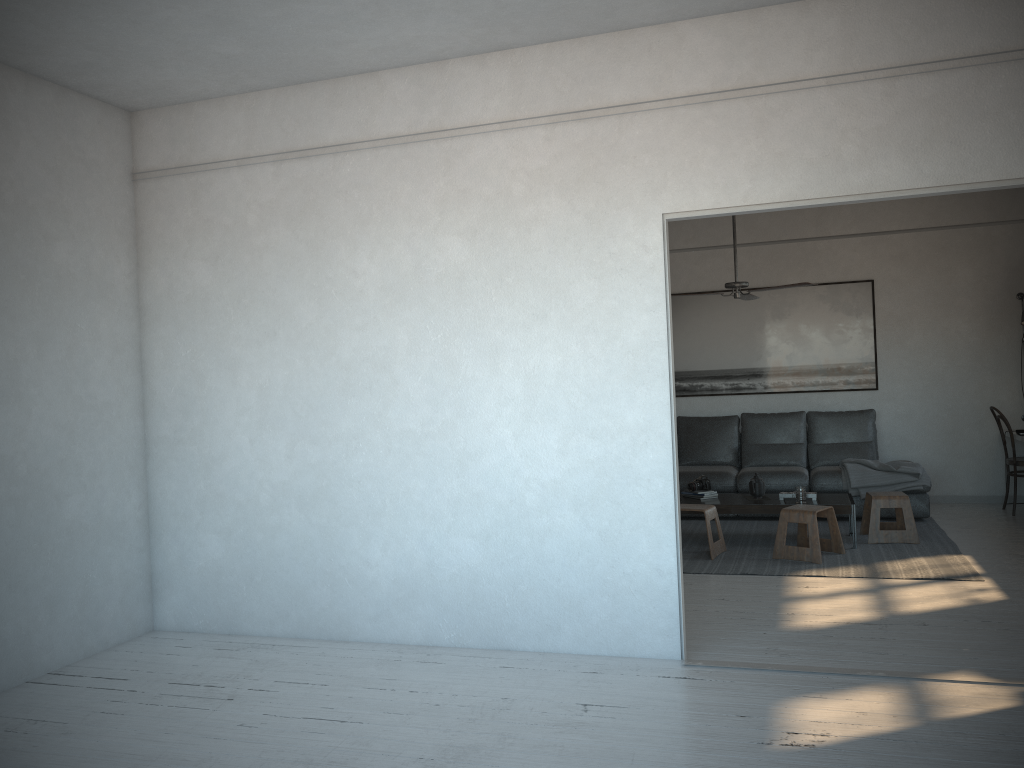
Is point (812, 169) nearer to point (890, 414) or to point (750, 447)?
point (750, 447)

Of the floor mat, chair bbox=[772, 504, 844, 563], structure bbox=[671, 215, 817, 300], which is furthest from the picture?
chair bbox=[772, 504, 844, 563]

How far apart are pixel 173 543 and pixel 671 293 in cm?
562

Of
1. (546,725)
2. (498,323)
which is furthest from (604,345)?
(546,725)

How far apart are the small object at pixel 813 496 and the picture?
2.20m

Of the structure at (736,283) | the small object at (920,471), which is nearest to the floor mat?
the small object at (920,471)

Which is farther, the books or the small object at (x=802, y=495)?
the books

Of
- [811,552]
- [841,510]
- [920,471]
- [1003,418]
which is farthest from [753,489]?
[1003,418]

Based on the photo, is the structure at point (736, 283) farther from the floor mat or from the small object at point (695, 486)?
the floor mat

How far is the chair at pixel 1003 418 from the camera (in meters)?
7.40
